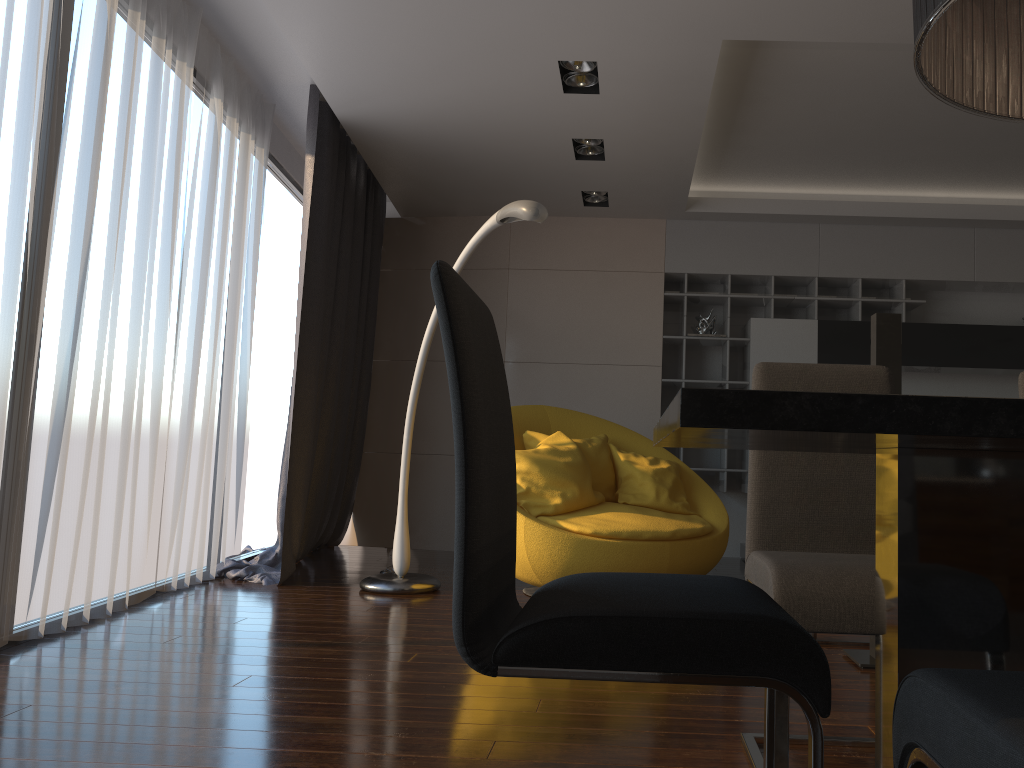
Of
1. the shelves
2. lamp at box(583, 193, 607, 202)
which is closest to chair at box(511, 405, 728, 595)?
the shelves

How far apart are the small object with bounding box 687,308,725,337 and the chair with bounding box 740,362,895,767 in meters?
4.2

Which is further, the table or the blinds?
the blinds

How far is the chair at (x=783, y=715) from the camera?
1.70m

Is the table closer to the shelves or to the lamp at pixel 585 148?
the lamp at pixel 585 148

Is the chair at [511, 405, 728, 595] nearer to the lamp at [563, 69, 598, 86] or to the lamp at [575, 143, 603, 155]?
the lamp at [575, 143, 603, 155]

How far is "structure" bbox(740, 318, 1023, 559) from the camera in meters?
6.1 m

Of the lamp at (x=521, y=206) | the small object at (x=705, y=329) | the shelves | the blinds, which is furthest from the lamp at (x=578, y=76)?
the small object at (x=705, y=329)

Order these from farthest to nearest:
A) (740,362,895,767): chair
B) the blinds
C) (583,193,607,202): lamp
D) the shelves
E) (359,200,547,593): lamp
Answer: the shelves
(583,193,607,202): lamp
(359,200,547,593): lamp
the blinds
(740,362,895,767): chair

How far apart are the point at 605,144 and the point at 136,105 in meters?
2.5 m
